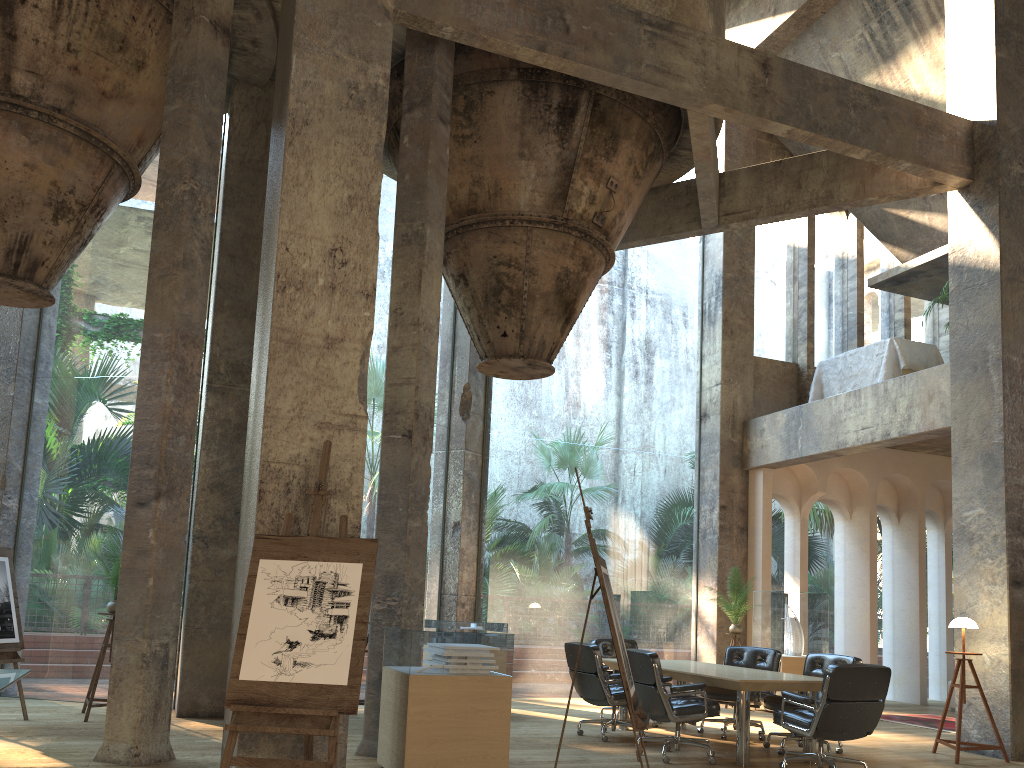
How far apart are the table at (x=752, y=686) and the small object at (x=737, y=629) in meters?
2.6

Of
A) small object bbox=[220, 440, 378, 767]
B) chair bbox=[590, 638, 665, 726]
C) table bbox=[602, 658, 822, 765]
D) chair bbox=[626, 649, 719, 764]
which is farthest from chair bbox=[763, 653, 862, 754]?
small object bbox=[220, 440, 378, 767]

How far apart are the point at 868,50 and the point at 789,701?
9.5m

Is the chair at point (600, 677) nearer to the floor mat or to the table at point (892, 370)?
the floor mat

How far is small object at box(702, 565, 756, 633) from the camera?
11.5m

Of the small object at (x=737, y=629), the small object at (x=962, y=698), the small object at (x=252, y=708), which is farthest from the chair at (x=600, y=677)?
the small object at (x=252, y=708)

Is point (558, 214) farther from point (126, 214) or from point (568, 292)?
point (126, 214)

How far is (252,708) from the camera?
4.4m

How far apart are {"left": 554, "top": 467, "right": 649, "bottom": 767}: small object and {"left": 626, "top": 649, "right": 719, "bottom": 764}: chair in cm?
142

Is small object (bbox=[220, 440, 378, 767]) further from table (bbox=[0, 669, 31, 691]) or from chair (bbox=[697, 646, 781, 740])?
chair (bbox=[697, 646, 781, 740])
